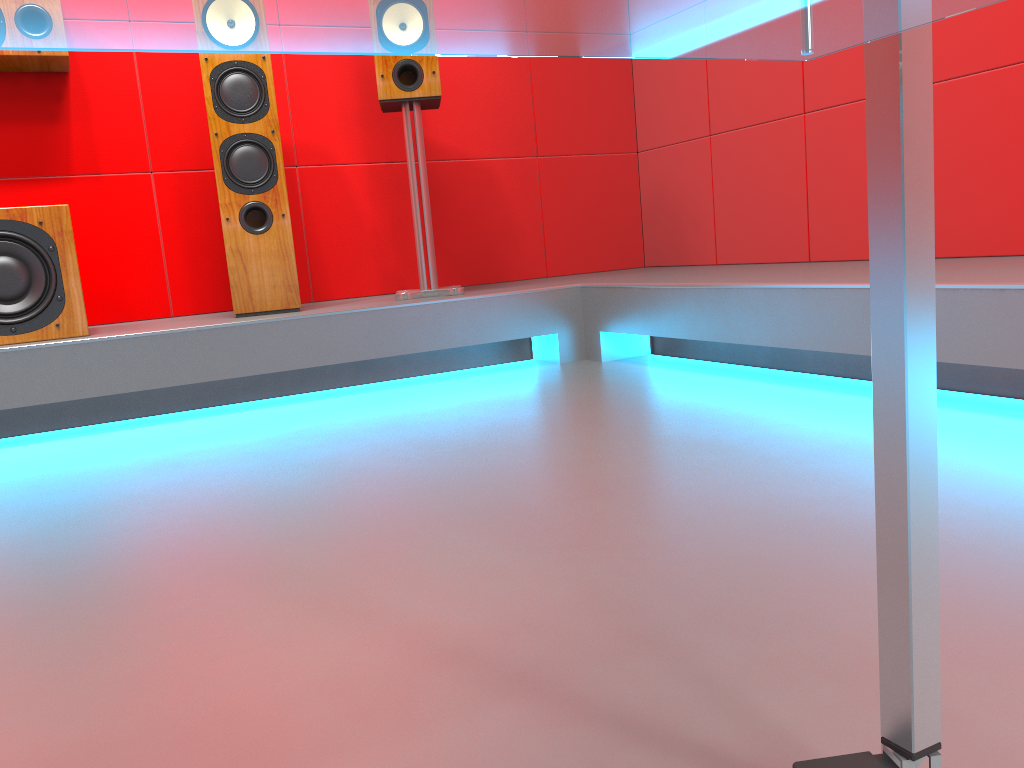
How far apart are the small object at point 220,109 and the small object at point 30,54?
0.5m

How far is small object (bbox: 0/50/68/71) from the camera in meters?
2.7

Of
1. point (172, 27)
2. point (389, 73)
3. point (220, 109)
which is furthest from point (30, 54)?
point (172, 27)

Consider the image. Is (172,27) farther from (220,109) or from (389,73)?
(389,73)

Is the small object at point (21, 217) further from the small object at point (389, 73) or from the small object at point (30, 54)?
the small object at point (389, 73)

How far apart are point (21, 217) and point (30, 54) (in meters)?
0.64

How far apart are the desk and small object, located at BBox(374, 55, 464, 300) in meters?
2.5 m

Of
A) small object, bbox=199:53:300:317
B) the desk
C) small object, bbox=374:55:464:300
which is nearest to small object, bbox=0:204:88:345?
small object, bbox=199:53:300:317

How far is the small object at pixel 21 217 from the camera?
2.4m

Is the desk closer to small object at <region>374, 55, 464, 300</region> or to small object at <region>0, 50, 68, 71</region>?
small object at <region>374, 55, 464, 300</region>
